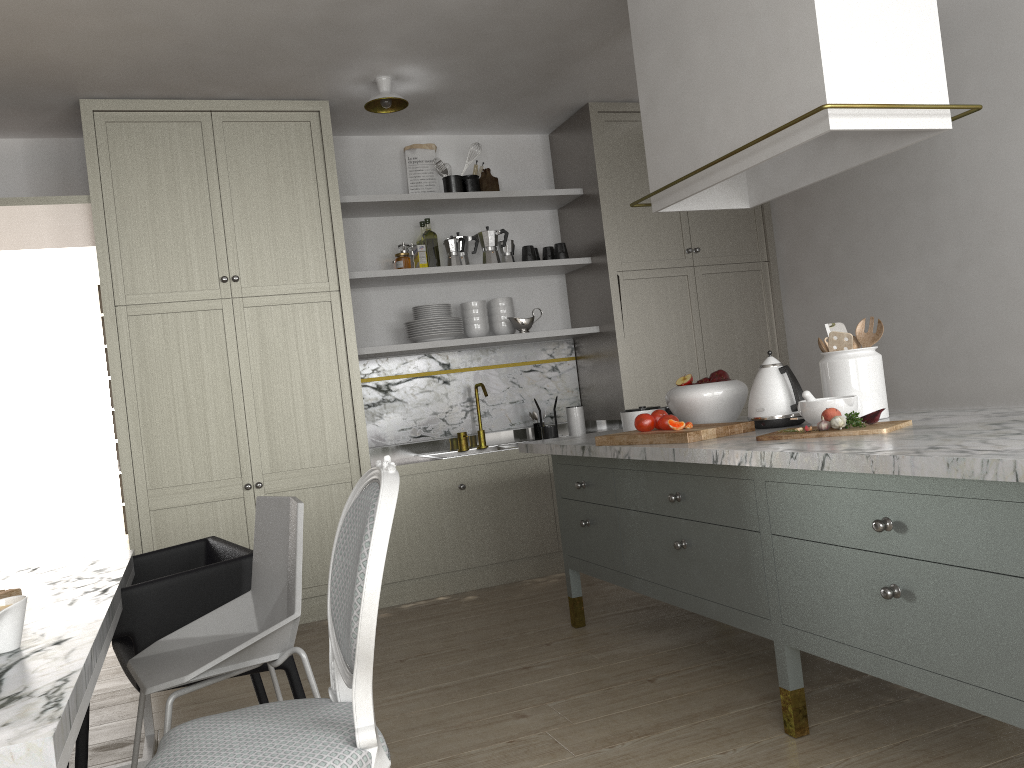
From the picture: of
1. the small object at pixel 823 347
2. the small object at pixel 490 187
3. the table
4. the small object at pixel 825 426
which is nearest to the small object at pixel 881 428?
the small object at pixel 825 426

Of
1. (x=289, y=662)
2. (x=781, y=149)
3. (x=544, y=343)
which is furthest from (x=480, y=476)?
(x=781, y=149)

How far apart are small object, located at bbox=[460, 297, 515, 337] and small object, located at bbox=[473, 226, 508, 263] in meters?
0.2 m

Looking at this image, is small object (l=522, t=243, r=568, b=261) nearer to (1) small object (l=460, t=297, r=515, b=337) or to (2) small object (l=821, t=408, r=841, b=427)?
(1) small object (l=460, t=297, r=515, b=337)

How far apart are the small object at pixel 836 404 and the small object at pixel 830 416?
0.1 meters

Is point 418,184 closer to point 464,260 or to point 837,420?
point 464,260

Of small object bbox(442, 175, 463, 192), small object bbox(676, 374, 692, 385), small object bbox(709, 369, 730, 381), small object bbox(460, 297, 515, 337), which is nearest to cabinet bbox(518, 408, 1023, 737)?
small object bbox(676, 374, 692, 385)

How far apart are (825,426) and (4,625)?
1.8 meters

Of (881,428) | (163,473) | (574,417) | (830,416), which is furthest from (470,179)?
(881,428)

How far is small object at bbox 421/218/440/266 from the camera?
4.59m
